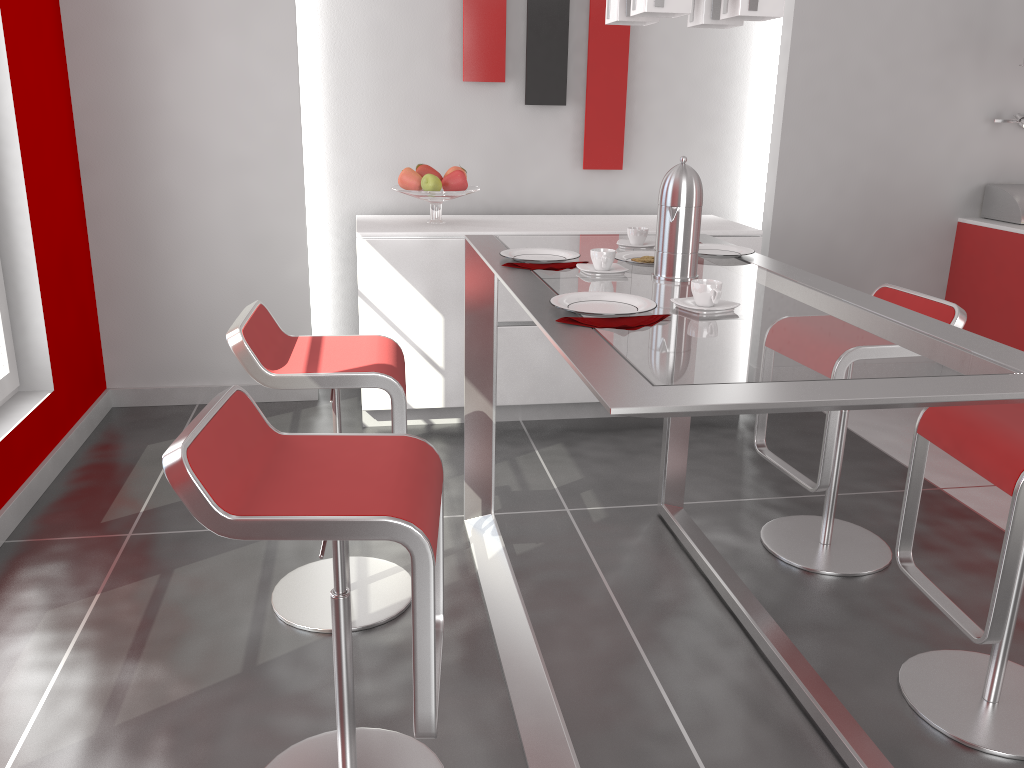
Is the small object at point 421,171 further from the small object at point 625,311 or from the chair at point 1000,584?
the chair at point 1000,584

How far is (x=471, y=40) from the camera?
4.13m

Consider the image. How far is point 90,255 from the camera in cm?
398

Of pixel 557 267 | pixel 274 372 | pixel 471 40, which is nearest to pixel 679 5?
pixel 557 267

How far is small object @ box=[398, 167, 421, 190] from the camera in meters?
3.9

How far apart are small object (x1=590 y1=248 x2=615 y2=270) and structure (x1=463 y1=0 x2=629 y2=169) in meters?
2.3 m

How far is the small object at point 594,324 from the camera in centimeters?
165cm

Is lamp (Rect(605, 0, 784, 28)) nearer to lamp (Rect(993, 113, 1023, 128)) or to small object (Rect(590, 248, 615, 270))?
small object (Rect(590, 248, 615, 270))

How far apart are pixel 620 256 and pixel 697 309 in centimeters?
65cm

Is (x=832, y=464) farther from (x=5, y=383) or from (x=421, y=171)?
(x=5, y=383)
